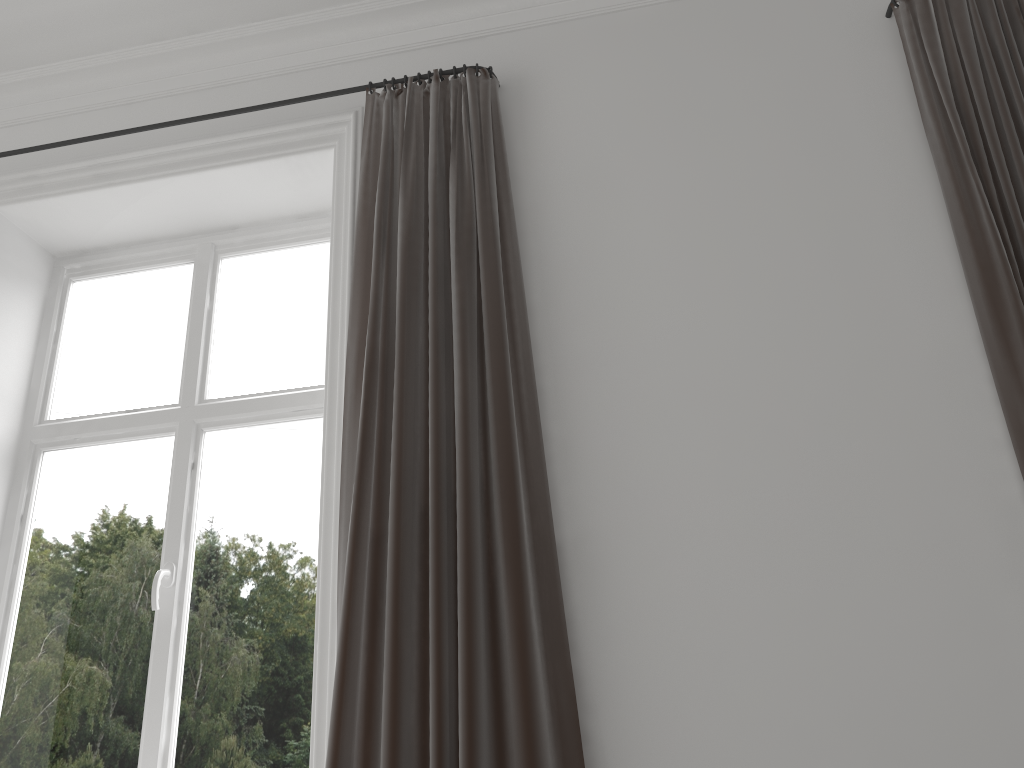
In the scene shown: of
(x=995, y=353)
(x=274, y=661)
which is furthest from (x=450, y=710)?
(x=995, y=353)

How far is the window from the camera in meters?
2.3 m

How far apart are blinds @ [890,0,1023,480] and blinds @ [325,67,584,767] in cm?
98

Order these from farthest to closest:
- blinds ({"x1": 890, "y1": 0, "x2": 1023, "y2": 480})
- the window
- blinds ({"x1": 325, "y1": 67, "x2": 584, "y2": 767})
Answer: the window
blinds ({"x1": 890, "y1": 0, "x2": 1023, "y2": 480})
blinds ({"x1": 325, "y1": 67, "x2": 584, "y2": 767})

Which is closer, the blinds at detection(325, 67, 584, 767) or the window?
the blinds at detection(325, 67, 584, 767)

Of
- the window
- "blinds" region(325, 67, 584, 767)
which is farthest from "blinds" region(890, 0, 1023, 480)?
the window

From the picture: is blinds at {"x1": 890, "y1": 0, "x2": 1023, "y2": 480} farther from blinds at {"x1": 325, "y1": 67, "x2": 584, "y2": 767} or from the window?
the window

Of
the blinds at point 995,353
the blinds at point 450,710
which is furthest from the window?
the blinds at point 995,353

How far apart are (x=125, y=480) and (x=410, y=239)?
1.20m

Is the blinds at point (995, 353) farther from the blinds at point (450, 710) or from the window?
the window
